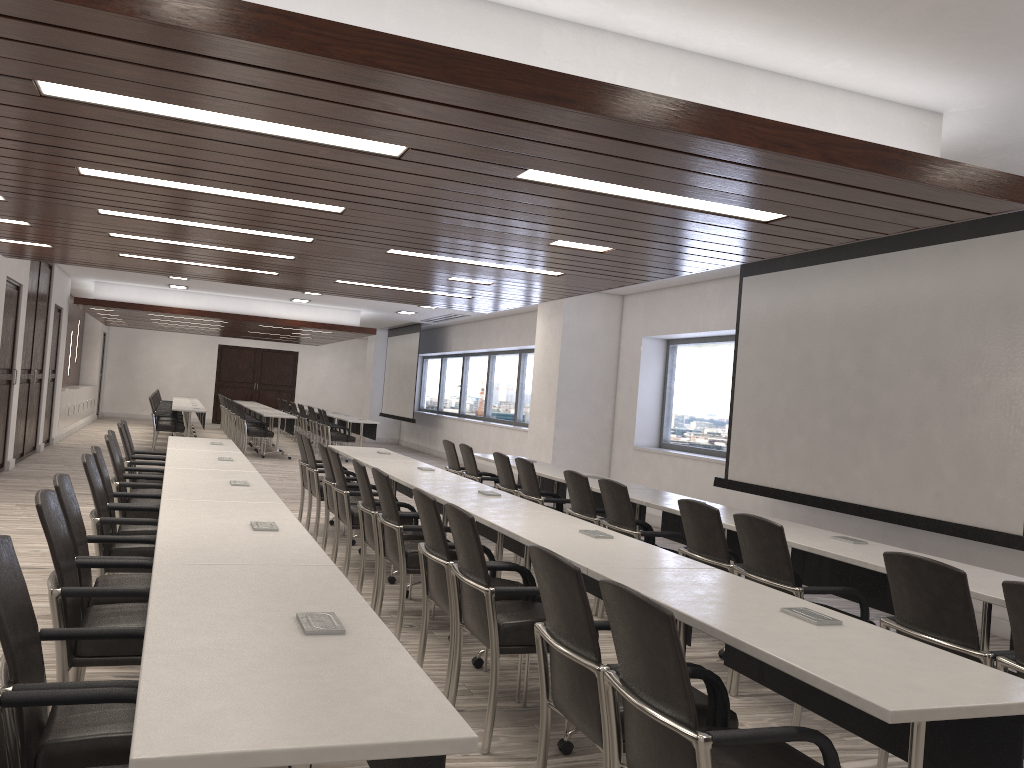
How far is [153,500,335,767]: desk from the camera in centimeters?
301cm

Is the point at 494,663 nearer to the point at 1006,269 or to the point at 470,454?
the point at 1006,269

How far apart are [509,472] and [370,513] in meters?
2.2

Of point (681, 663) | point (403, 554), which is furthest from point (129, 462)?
point (681, 663)

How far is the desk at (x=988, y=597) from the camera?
3.4 meters

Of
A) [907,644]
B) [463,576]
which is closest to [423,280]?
[463,576]

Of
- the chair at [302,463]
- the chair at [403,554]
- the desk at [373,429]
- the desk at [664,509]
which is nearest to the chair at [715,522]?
the desk at [664,509]

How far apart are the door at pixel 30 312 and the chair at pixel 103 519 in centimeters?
838cm

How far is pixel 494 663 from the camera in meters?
3.5 m

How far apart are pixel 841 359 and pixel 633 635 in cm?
543
